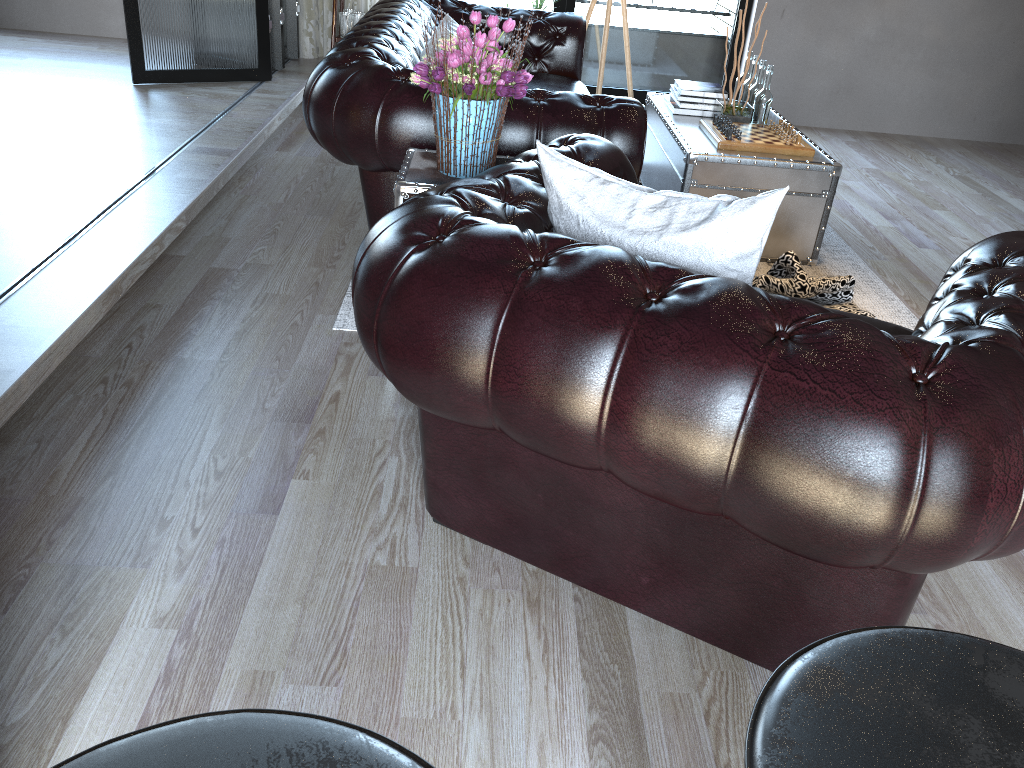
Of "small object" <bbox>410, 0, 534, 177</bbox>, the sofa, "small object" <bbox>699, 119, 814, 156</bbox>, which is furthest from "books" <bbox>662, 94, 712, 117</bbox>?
"small object" <bbox>410, 0, 534, 177</bbox>

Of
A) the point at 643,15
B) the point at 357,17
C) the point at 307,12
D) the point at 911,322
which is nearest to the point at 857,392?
the point at 911,322

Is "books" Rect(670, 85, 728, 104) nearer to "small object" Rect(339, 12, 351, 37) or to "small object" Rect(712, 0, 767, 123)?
"small object" Rect(712, 0, 767, 123)

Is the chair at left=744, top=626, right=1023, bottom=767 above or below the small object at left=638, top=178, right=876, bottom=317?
above

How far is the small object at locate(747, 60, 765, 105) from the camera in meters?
4.3 m

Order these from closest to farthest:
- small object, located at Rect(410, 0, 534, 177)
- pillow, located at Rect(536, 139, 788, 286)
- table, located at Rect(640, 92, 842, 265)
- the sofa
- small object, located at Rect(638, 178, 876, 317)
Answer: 1. pillow, located at Rect(536, 139, 788, 286)
2. small object, located at Rect(410, 0, 534, 177)
3. the sofa
4. small object, located at Rect(638, 178, 876, 317)
5. table, located at Rect(640, 92, 842, 265)

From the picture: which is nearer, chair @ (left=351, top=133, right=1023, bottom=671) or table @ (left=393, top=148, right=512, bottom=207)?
chair @ (left=351, top=133, right=1023, bottom=671)

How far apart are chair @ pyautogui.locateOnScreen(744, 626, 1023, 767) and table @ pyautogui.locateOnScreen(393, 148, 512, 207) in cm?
194

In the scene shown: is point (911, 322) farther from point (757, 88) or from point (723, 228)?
point (723, 228)

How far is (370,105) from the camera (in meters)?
2.91
